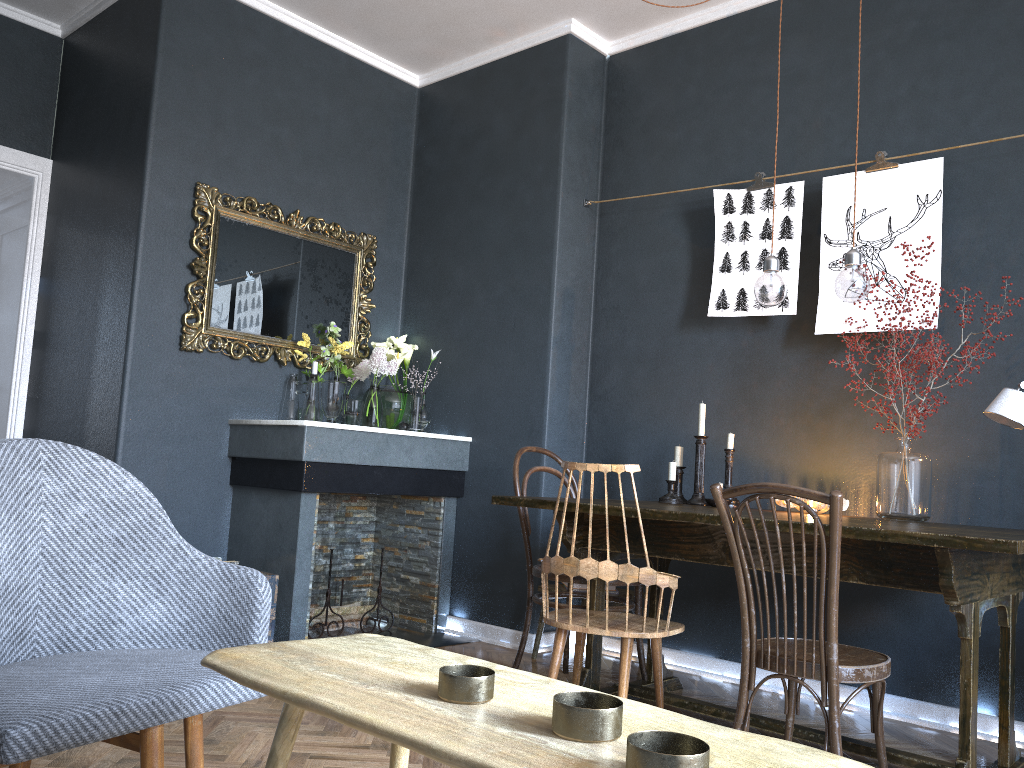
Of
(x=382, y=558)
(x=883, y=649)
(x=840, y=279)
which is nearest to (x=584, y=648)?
(x=883, y=649)

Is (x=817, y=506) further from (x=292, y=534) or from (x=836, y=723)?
(x=292, y=534)

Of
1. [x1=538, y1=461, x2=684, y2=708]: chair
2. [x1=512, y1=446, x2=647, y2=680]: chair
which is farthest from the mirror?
[x1=538, y1=461, x2=684, y2=708]: chair

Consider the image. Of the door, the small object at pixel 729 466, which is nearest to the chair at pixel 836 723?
the small object at pixel 729 466

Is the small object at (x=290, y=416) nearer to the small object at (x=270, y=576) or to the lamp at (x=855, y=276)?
the small object at (x=270, y=576)

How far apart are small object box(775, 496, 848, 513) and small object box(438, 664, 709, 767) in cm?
236

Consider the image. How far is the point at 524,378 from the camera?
4.3 meters

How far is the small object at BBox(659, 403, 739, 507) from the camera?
3.5 meters

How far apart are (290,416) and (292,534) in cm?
71

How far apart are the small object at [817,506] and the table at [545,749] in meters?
2.2 m
